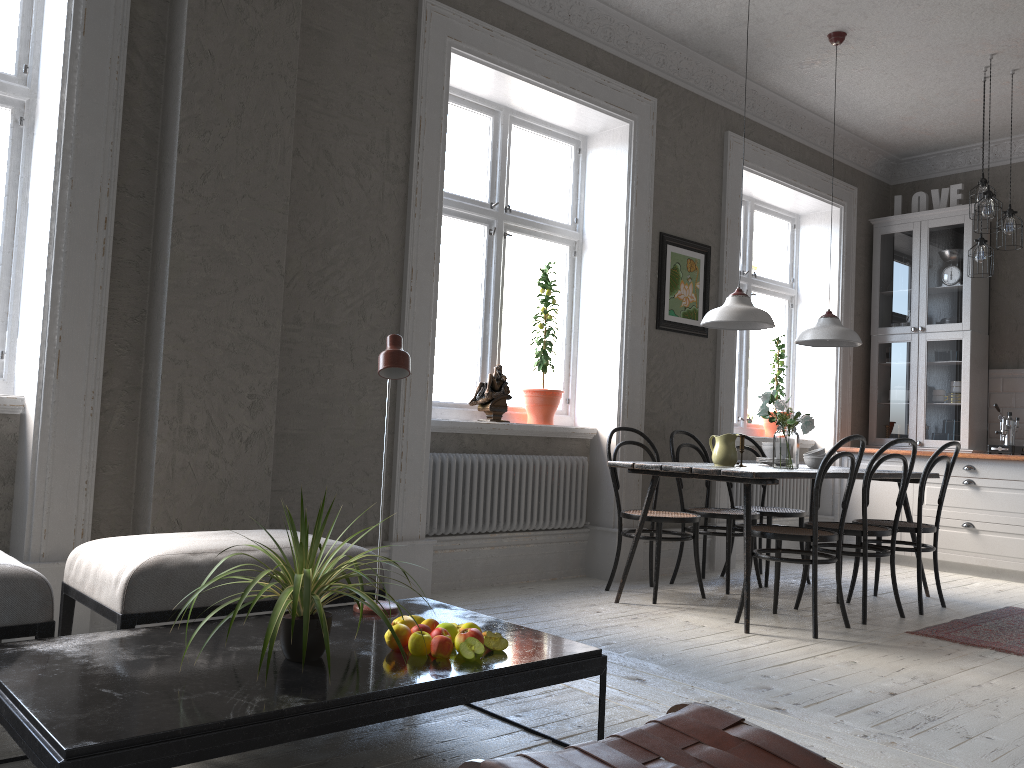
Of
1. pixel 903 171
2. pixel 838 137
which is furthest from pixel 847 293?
pixel 903 171

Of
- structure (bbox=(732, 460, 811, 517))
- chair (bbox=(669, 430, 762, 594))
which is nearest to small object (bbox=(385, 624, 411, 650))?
chair (bbox=(669, 430, 762, 594))

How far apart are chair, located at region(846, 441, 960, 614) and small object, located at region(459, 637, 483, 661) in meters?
3.3 m

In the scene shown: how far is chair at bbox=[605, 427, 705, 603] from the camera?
4.62m

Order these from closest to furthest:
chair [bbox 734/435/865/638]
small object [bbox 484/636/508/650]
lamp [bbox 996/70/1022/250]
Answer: small object [bbox 484/636/508/650] → chair [bbox 734/435/865/638] → lamp [bbox 996/70/1022/250]

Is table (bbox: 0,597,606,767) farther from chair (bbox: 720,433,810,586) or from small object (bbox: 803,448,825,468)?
chair (bbox: 720,433,810,586)

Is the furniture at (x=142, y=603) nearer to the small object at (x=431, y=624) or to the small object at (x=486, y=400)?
the small object at (x=431, y=624)

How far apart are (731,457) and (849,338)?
1.1m

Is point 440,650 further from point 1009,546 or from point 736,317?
point 1009,546

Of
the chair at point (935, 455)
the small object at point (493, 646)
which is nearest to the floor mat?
the chair at point (935, 455)
